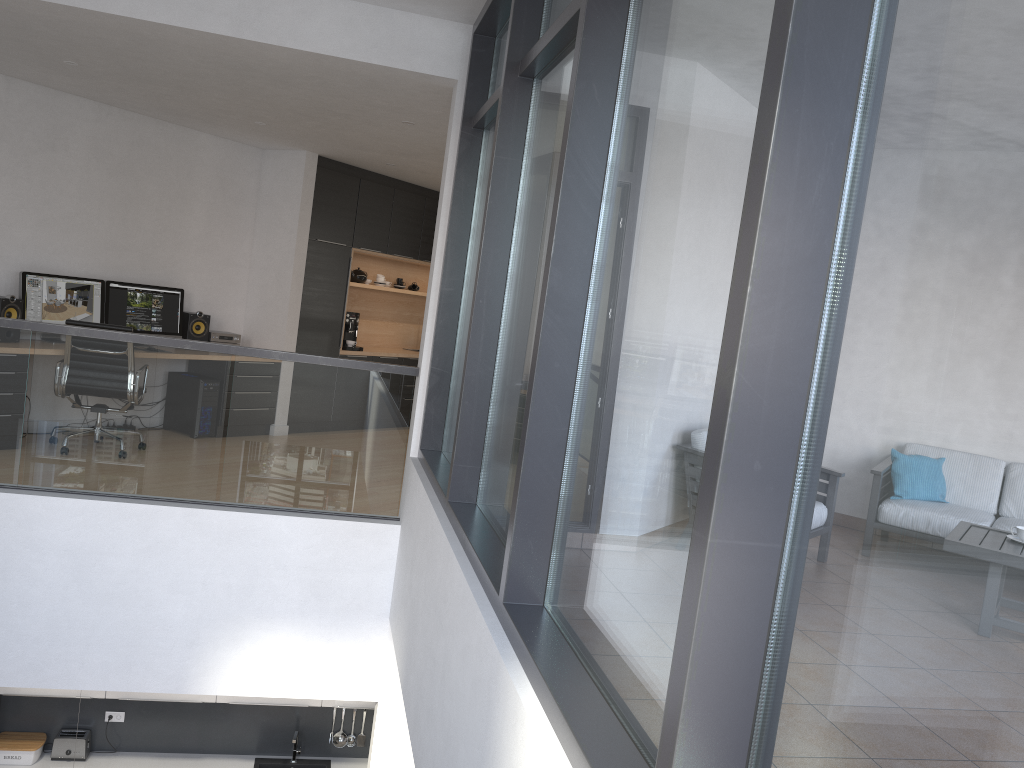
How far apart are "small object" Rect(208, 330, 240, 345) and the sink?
3.66m

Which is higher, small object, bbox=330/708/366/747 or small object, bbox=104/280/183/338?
small object, bbox=104/280/183/338

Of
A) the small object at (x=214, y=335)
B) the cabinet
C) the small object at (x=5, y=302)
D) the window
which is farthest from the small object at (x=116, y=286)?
the window

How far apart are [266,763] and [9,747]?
1.94m

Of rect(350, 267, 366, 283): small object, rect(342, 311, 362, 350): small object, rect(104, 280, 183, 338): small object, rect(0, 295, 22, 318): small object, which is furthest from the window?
rect(350, 267, 366, 283): small object

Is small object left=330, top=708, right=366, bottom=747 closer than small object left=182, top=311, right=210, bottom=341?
Yes

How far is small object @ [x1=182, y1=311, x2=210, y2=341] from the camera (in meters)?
7.91

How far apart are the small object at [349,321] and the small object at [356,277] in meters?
0.5

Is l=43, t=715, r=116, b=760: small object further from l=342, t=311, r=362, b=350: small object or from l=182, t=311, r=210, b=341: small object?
l=342, t=311, r=362, b=350: small object

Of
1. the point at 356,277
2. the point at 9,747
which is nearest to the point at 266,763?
the point at 9,747
